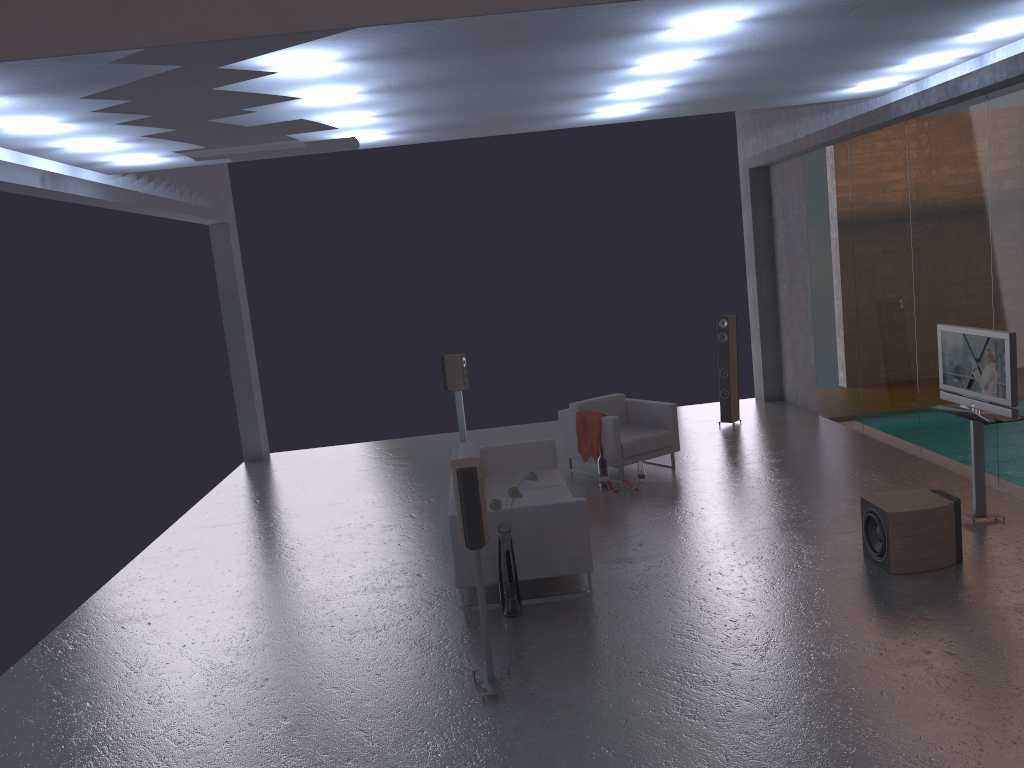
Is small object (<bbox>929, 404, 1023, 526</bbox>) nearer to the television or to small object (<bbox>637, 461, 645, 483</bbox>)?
the television

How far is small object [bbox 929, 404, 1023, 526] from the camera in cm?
683

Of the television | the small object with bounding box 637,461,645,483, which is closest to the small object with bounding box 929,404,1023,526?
the television

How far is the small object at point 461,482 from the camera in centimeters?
494cm

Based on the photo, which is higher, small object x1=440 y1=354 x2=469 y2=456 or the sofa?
small object x1=440 y1=354 x2=469 y2=456

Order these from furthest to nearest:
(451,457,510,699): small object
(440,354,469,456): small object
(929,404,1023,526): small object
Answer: (440,354,469,456): small object < (929,404,1023,526): small object < (451,457,510,699): small object

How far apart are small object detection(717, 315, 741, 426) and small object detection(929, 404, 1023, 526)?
4.46m

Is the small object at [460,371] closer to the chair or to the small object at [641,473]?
the chair

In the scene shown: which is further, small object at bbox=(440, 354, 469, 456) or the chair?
small object at bbox=(440, 354, 469, 456)

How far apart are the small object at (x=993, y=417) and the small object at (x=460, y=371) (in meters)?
5.86
